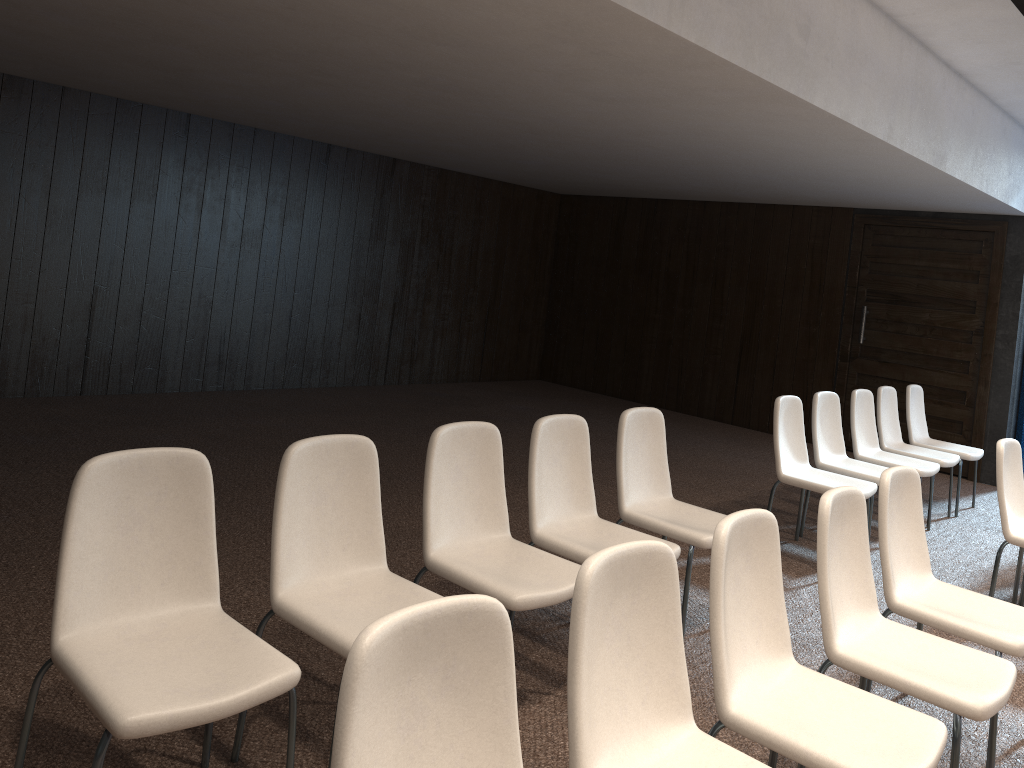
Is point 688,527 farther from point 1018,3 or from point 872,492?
point 1018,3

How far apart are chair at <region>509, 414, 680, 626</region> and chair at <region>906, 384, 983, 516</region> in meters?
4.2 m

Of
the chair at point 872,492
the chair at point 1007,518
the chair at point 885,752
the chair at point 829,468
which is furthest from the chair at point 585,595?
the chair at point 829,468

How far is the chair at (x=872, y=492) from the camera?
5.1m

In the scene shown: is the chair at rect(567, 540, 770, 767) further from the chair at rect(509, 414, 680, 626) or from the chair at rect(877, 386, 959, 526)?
the chair at rect(877, 386, 959, 526)

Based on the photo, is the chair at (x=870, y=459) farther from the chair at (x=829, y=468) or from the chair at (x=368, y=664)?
the chair at (x=368, y=664)

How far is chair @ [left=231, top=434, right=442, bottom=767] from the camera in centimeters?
259cm

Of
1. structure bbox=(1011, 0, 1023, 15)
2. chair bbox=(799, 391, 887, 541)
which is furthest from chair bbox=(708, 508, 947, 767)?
chair bbox=(799, 391, 887, 541)

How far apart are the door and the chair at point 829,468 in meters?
3.0

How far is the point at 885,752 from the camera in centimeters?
219cm
